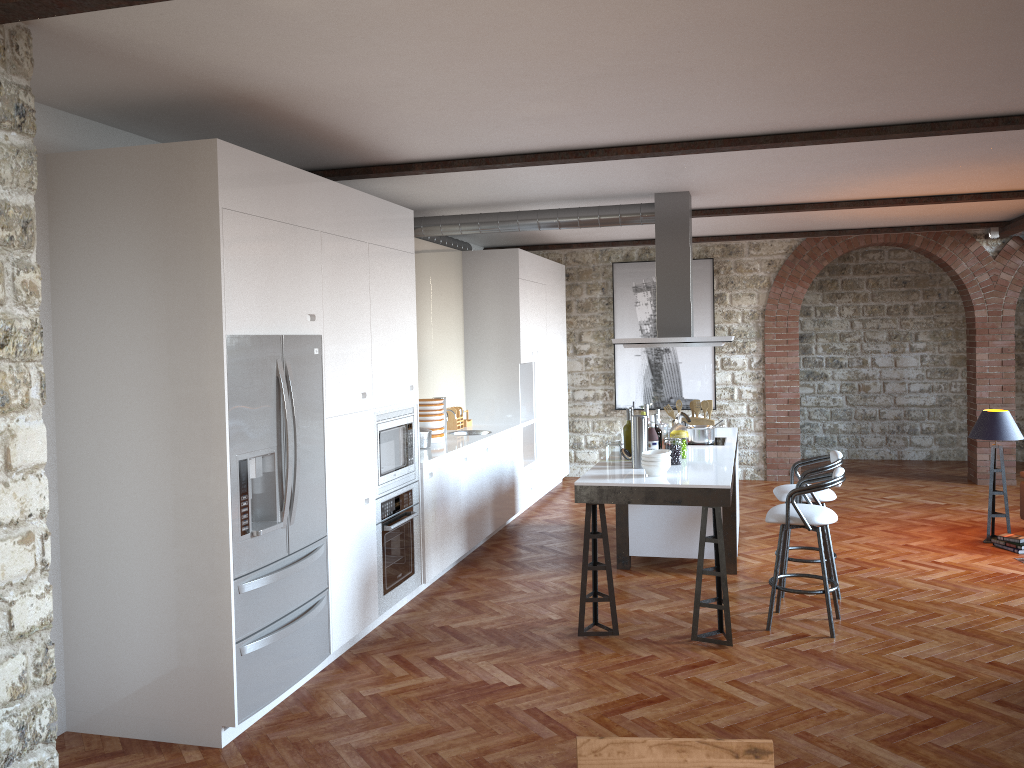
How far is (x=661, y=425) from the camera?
6.20m

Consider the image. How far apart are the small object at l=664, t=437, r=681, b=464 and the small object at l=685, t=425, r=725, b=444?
1.09m

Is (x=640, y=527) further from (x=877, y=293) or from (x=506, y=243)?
(x=877, y=293)

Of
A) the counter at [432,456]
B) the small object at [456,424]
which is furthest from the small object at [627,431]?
the small object at [456,424]

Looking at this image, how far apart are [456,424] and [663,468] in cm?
333

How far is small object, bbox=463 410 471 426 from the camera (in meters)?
8.64

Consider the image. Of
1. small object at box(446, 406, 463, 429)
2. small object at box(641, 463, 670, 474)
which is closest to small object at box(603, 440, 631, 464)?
small object at box(641, 463, 670, 474)

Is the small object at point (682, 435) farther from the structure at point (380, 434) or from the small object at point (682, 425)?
the structure at point (380, 434)

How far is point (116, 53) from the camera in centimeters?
338cm

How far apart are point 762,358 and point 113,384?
8.3 meters
